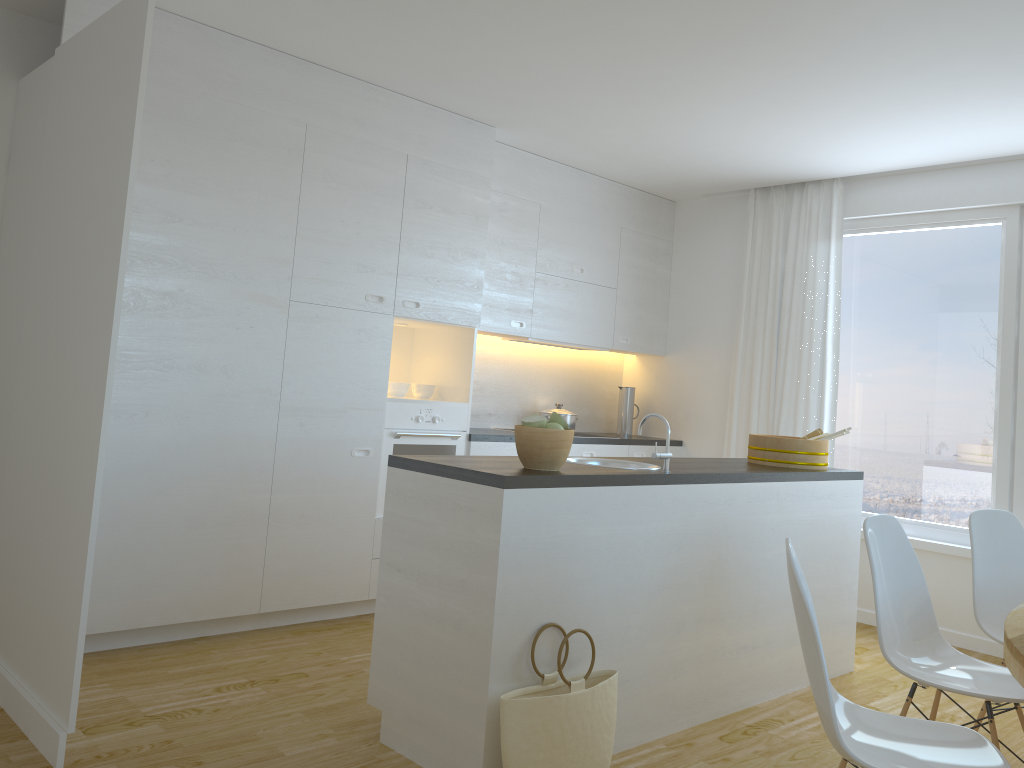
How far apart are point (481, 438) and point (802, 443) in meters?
1.8

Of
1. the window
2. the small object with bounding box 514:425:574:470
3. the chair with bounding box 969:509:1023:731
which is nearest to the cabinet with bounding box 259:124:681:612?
the window

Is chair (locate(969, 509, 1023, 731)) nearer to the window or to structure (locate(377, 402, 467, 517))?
the window

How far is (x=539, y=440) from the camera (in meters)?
2.94

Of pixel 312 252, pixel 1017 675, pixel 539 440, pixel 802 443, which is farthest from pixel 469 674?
pixel 312 252

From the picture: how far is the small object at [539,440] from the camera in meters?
2.9 m

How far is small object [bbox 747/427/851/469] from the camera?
4.19m

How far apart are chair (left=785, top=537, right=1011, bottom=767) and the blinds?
3.4m

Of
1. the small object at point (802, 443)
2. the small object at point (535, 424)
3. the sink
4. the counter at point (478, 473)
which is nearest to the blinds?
the small object at point (802, 443)

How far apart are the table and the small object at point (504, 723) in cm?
118
